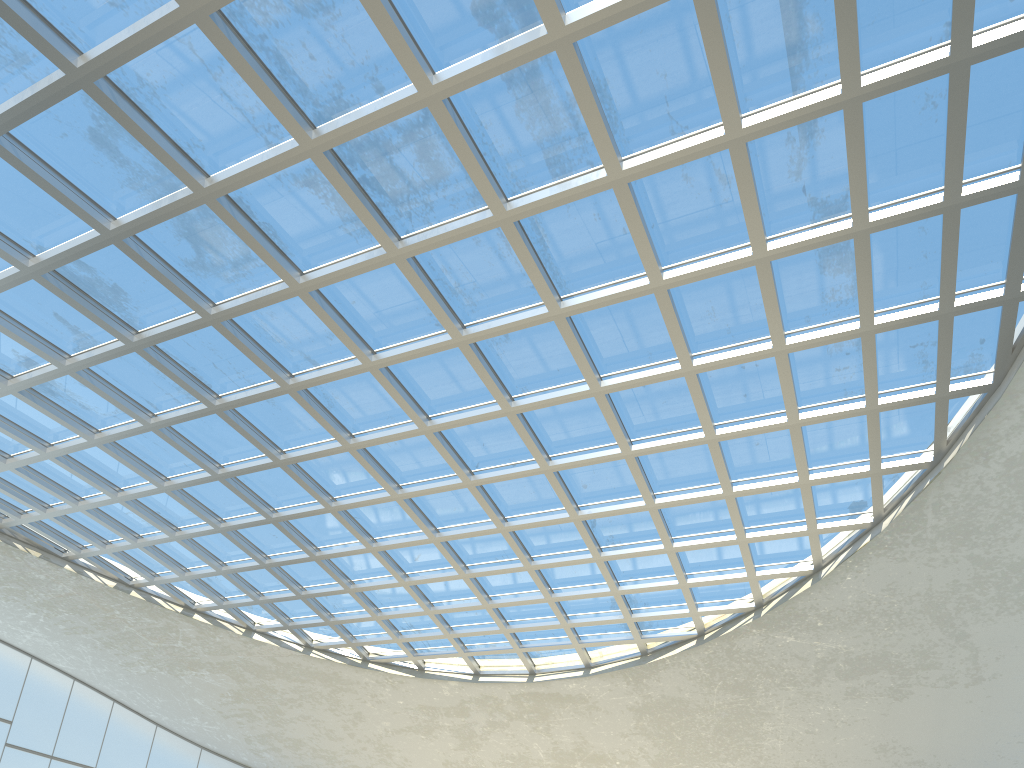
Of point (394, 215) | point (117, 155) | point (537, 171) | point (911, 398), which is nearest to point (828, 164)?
point (537, 171)

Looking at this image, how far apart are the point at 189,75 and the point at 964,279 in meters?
37.9 m
